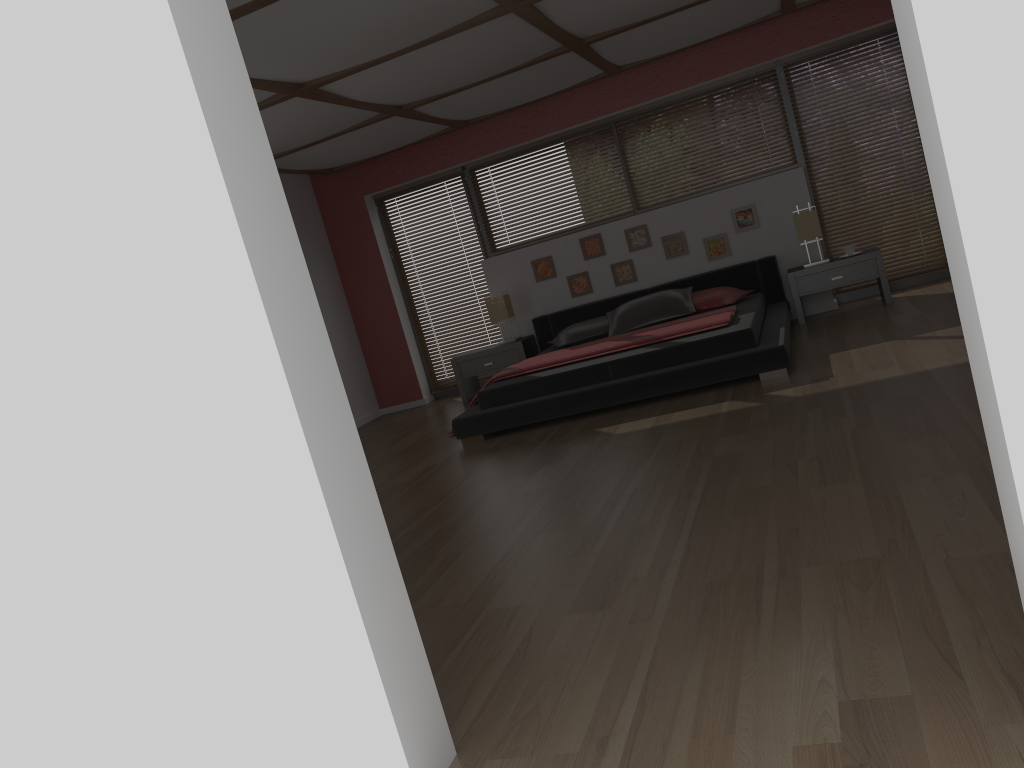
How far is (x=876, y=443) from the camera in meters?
3.4

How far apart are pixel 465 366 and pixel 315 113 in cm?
285

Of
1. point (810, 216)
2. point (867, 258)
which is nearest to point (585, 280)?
point (810, 216)

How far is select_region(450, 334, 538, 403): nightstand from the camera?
7.8m

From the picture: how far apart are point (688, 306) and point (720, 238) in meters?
0.9 m

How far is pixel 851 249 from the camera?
6.9 meters

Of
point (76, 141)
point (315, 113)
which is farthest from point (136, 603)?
point (315, 113)

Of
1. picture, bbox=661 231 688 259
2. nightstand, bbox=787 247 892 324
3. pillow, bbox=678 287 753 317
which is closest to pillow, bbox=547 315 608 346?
pillow, bbox=678 287 753 317

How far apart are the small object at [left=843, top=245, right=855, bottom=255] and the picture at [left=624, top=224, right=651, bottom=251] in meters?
1.6 m

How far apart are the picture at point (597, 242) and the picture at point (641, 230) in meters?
0.3
